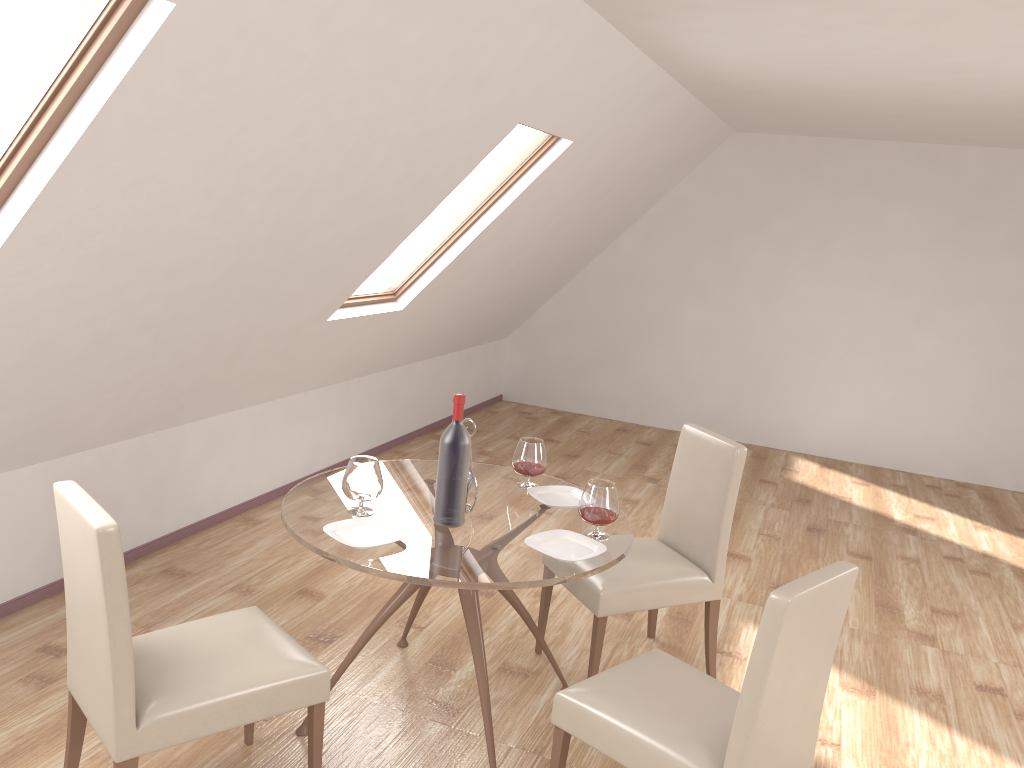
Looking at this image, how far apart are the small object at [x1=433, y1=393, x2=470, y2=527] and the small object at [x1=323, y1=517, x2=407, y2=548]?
0.2 meters

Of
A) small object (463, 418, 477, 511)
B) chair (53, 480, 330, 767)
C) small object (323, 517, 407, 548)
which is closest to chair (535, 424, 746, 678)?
small object (463, 418, 477, 511)

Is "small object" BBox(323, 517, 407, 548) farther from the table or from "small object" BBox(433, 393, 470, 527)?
"small object" BBox(433, 393, 470, 527)

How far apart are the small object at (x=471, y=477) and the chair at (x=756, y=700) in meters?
0.8 m

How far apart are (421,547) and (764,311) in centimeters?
549cm

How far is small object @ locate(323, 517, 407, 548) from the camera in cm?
268

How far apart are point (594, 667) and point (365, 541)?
1.1m

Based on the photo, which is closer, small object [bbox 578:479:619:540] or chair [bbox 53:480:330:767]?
chair [bbox 53:480:330:767]

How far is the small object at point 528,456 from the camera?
3.3m

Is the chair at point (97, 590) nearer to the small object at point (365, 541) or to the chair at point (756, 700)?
the small object at point (365, 541)
